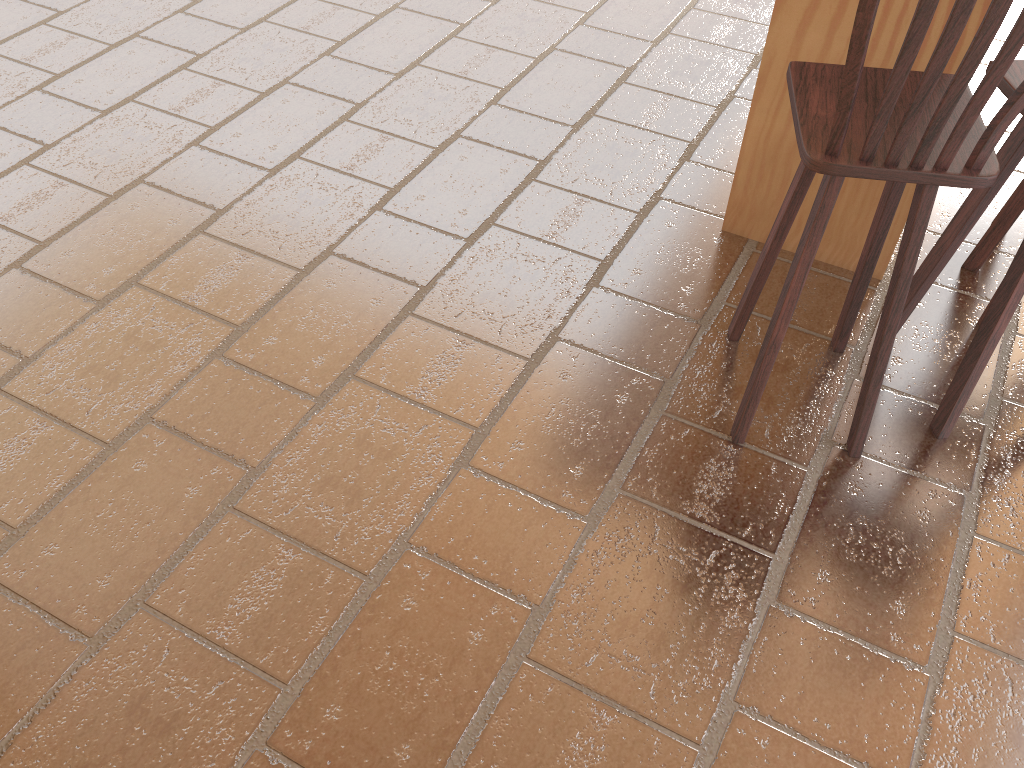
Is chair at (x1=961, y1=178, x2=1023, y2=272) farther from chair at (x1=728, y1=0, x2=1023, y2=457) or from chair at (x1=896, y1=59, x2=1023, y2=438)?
chair at (x1=728, y1=0, x2=1023, y2=457)

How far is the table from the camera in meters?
2.3 m

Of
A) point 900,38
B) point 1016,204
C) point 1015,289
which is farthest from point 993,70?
point 1016,204

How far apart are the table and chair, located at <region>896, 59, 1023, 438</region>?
0.2m

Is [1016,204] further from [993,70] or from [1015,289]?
[993,70]

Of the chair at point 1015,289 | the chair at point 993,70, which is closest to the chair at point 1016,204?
the chair at point 1015,289

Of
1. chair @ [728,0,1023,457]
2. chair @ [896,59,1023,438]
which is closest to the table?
chair @ [896,59,1023,438]

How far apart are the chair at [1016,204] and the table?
0.3m

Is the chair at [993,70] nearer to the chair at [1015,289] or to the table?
the chair at [1015,289]

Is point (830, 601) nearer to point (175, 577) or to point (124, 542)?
point (175, 577)
